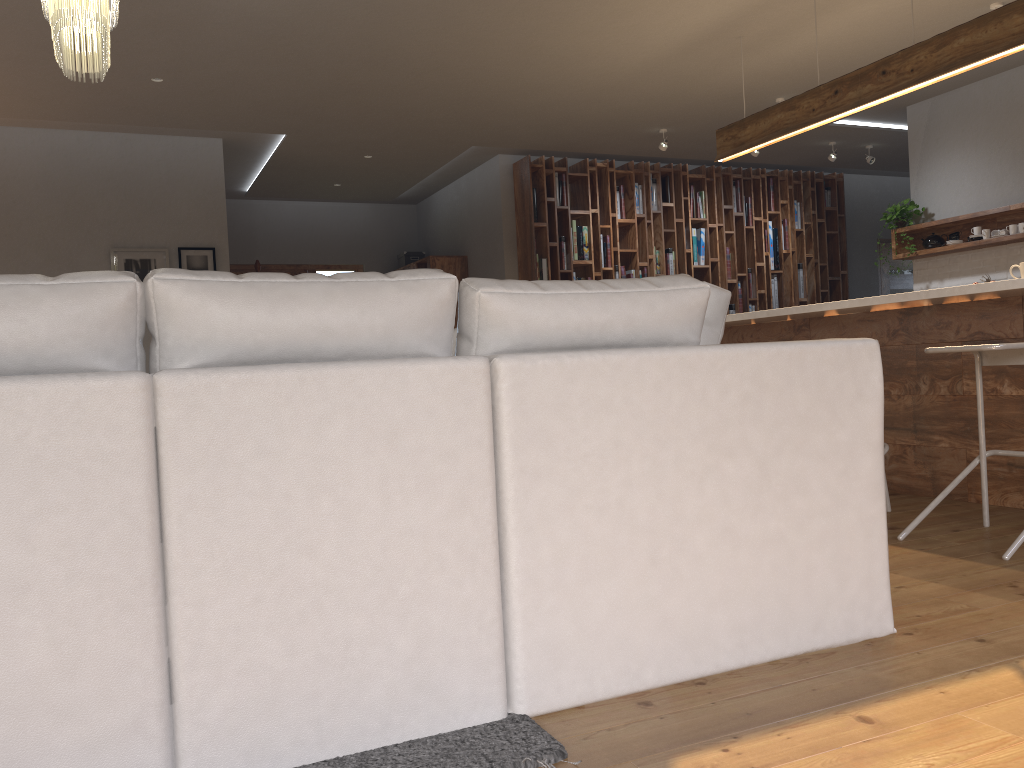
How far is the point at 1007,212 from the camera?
6.61m

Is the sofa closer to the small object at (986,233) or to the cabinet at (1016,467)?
the cabinet at (1016,467)

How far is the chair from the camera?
3.1m

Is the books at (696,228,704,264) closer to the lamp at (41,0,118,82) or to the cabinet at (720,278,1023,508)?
the cabinet at (720,278,1023,508)

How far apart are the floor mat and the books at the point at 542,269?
6.67m

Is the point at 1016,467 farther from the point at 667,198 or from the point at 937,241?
the point at 667,198

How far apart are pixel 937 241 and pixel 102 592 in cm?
719

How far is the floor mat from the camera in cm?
163

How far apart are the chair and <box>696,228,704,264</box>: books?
5.7m

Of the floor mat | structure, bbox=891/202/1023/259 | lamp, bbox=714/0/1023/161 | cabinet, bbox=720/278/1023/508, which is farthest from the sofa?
structure, bbox=891/202/1023/259
